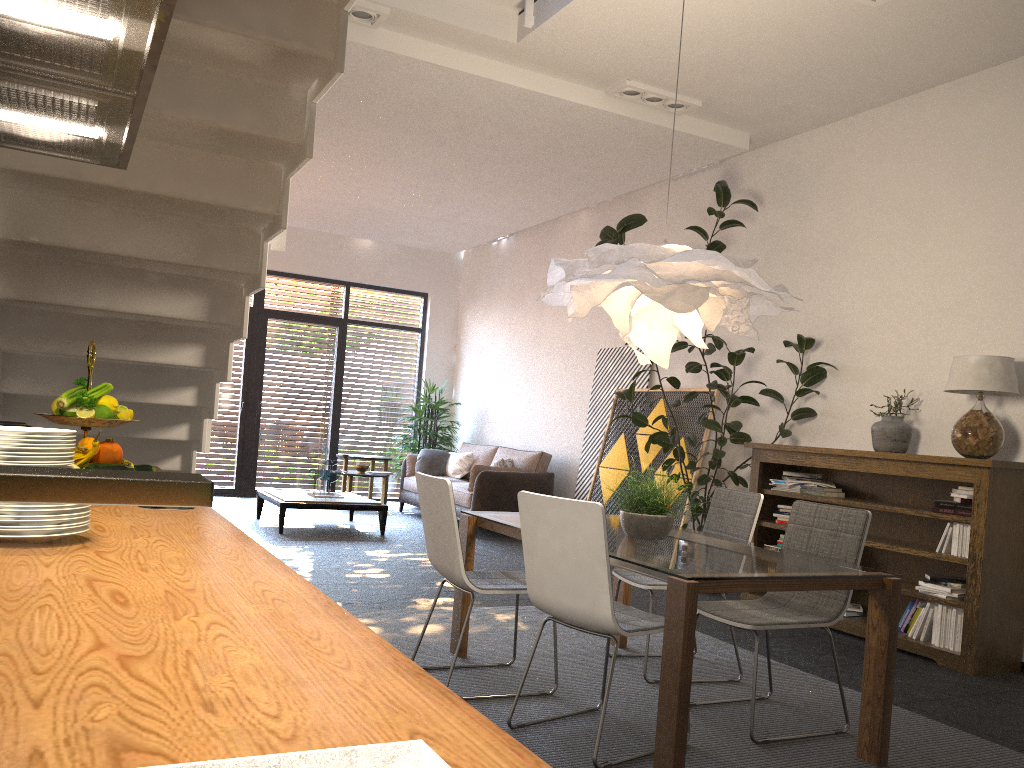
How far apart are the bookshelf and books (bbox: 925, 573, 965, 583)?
0.1 meters

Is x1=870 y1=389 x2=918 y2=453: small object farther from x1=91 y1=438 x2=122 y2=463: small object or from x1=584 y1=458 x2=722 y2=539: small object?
x1=91 y1=438 x2=122 y2=463: small object

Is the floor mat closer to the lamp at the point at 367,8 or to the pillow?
the lamp at the point at 367,8

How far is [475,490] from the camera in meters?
8.9 m

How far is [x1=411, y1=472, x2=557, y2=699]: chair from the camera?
3.6 meters

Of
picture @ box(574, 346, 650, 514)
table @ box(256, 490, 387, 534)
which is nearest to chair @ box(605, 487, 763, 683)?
picture @ box(574, 346, 650, 514)

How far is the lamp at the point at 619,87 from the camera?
6.15m

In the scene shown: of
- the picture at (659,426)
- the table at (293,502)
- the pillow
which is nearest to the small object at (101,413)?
the picture at (659,426)

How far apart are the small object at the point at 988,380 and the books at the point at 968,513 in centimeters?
34cm

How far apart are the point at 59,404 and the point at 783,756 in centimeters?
272cm
